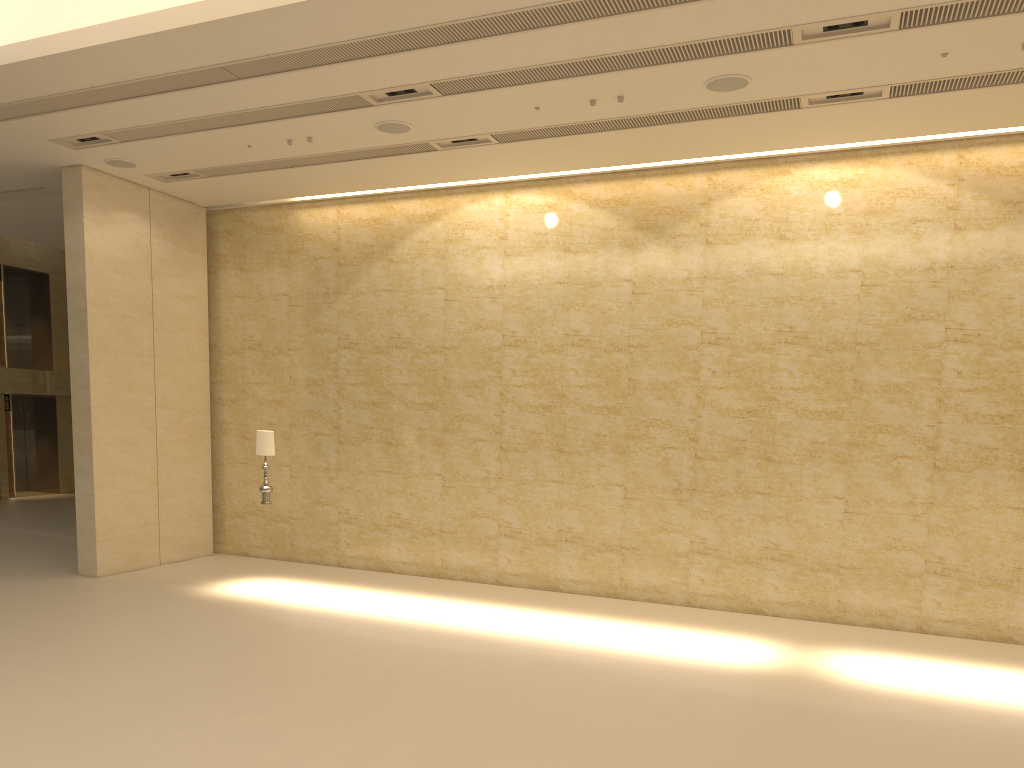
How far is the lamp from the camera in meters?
11.8 m

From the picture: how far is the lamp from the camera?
11.82m

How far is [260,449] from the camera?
11.8 meters
